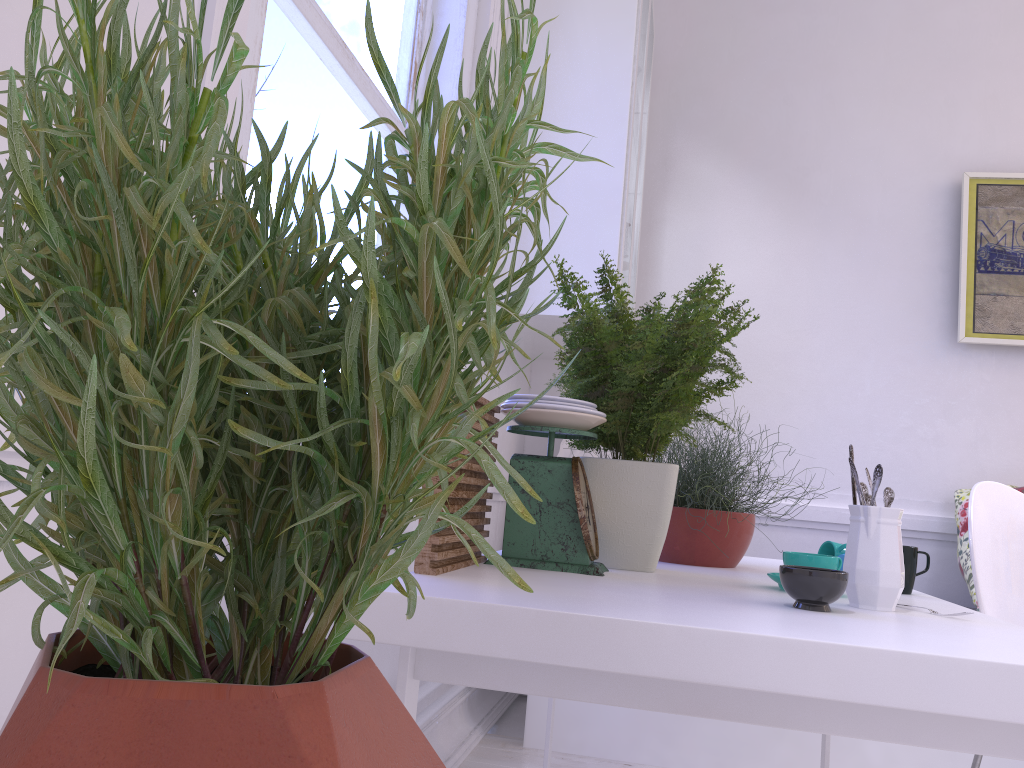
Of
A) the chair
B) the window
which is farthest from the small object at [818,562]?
the window

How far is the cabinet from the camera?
2.54m

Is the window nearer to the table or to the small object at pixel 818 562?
the table

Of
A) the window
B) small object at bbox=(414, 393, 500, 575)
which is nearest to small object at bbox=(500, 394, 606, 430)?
small object at bbox=(414, 393, 500, 575)

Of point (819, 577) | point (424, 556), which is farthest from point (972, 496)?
point (424, 556)

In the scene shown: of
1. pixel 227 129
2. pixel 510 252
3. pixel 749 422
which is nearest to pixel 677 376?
pixel 227 129

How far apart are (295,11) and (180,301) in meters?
1.6

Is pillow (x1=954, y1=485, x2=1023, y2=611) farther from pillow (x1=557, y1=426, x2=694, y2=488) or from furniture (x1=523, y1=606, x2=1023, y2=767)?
pillow (x1=557, y1=426, x2=694, y2=488)

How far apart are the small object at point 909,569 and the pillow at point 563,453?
1.8m

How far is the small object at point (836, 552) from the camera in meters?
1.5 m
